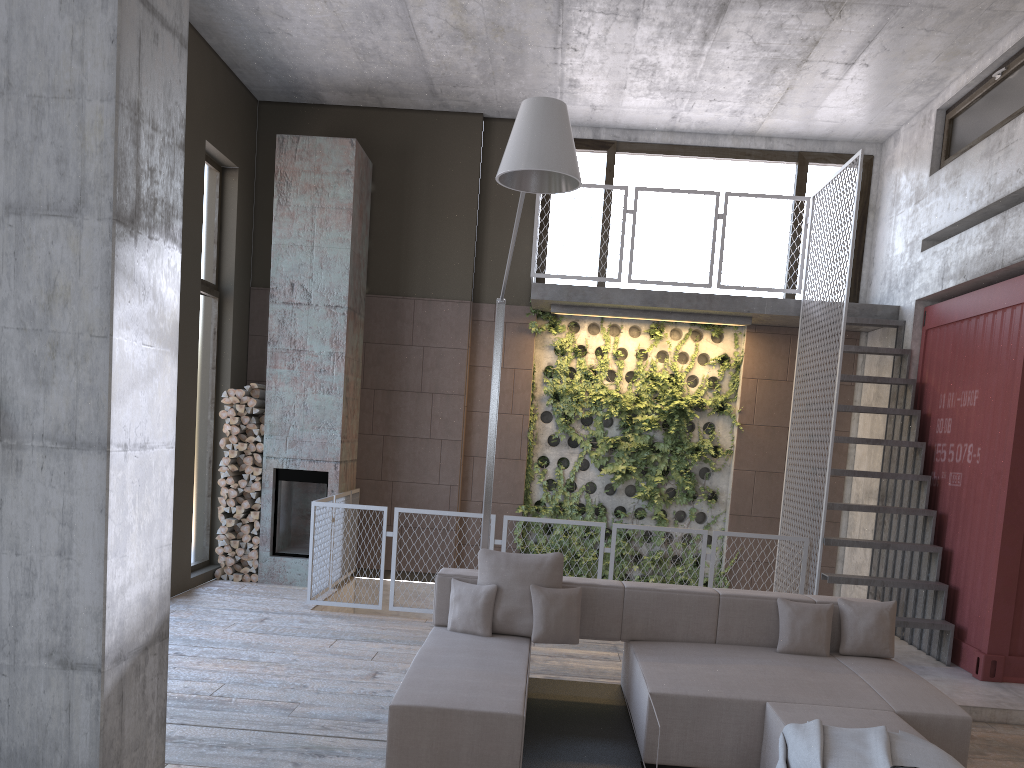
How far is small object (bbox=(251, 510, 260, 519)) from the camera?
8.99m

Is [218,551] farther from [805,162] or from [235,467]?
[805,162]

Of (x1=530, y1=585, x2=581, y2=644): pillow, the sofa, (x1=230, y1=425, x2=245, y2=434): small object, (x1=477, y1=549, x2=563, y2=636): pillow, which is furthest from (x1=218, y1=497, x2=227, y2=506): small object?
(x1=530, y1=585, x2=581, y2=644): pillow

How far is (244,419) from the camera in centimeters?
903cm

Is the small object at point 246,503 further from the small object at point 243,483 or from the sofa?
the sofa

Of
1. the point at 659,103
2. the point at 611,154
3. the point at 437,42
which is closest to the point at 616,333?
the point at 611,154

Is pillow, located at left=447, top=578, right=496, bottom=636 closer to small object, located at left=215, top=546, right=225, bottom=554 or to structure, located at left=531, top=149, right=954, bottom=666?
structure, located at left=531, top=149, right=954, bottom=666

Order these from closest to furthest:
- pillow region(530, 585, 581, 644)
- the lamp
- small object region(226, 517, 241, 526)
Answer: the lamp, pillow region(530, 585, 581, 644), small object region(226, 517, 241, 526)

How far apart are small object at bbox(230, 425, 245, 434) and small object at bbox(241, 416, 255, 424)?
0.12m

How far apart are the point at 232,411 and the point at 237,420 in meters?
0.1
